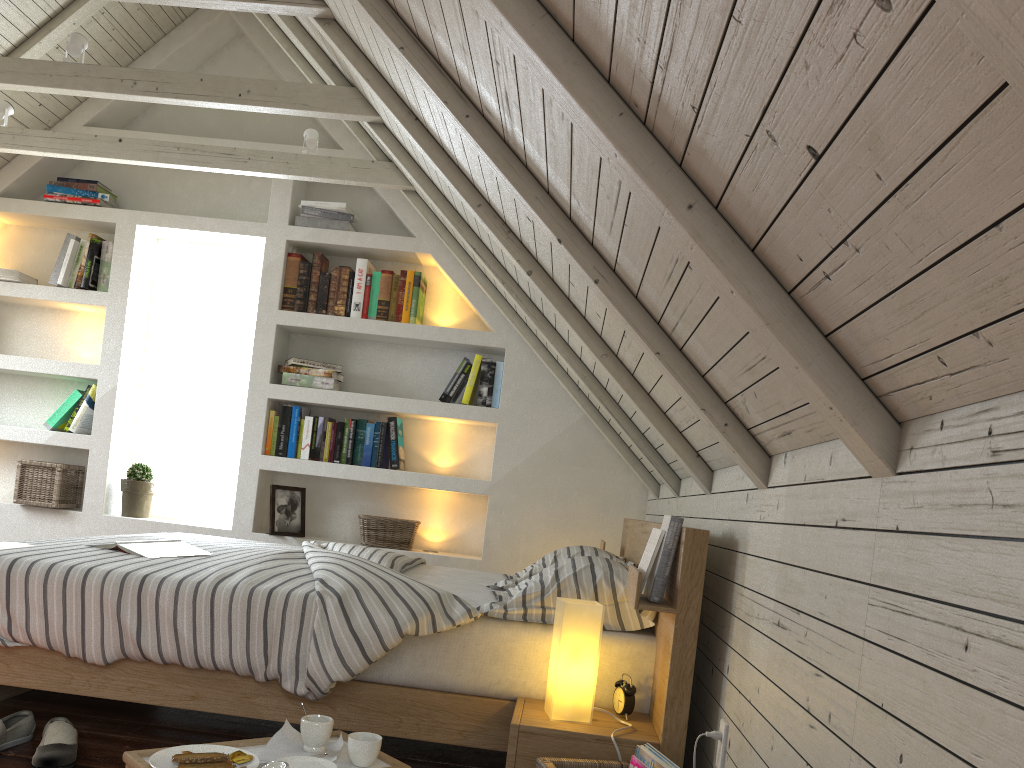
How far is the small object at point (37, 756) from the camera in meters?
1.9

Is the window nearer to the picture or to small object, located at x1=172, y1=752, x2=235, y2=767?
the picture

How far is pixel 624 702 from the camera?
1.9m

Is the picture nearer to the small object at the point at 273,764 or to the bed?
the bed

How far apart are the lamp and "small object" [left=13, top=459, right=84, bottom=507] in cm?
295

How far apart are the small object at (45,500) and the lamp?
2.9m

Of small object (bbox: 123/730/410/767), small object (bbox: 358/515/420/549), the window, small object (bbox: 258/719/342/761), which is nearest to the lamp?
small object (bbox: 123/730/410/767)

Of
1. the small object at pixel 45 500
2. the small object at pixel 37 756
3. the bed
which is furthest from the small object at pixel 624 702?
the small object at pixel 45 500

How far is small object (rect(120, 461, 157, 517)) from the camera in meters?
4.0

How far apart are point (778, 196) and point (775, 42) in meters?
0.2
